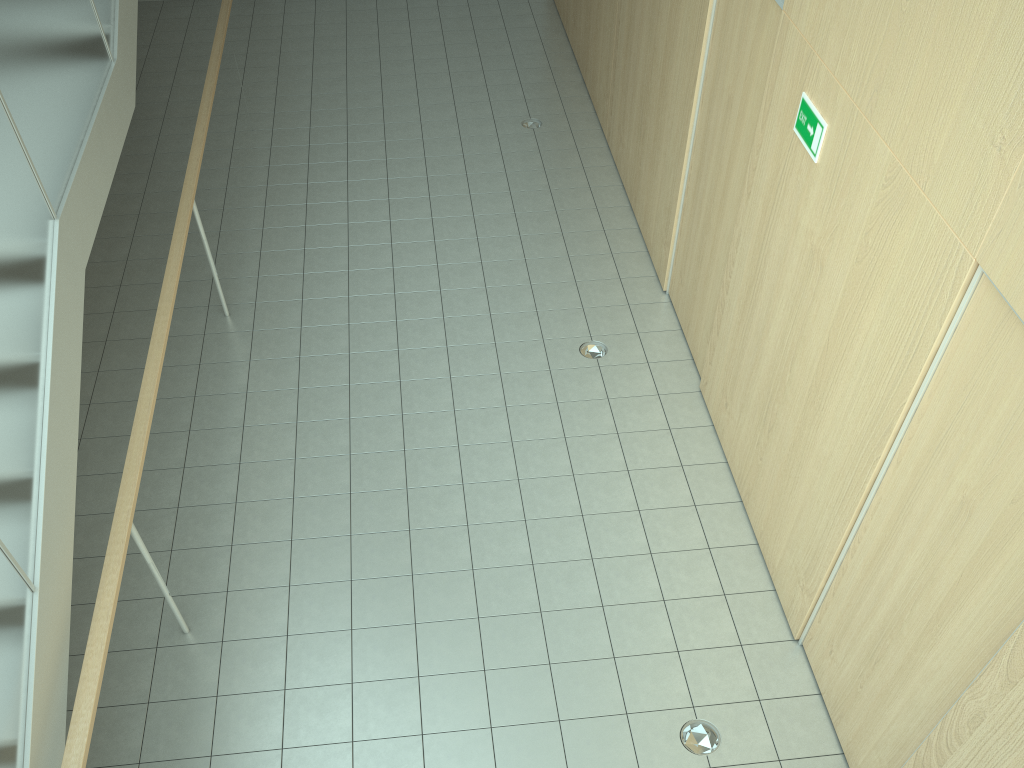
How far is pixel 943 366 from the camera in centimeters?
297cm

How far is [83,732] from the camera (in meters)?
2.84

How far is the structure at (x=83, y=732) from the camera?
2.8 meters

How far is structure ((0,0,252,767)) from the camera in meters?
2.8
